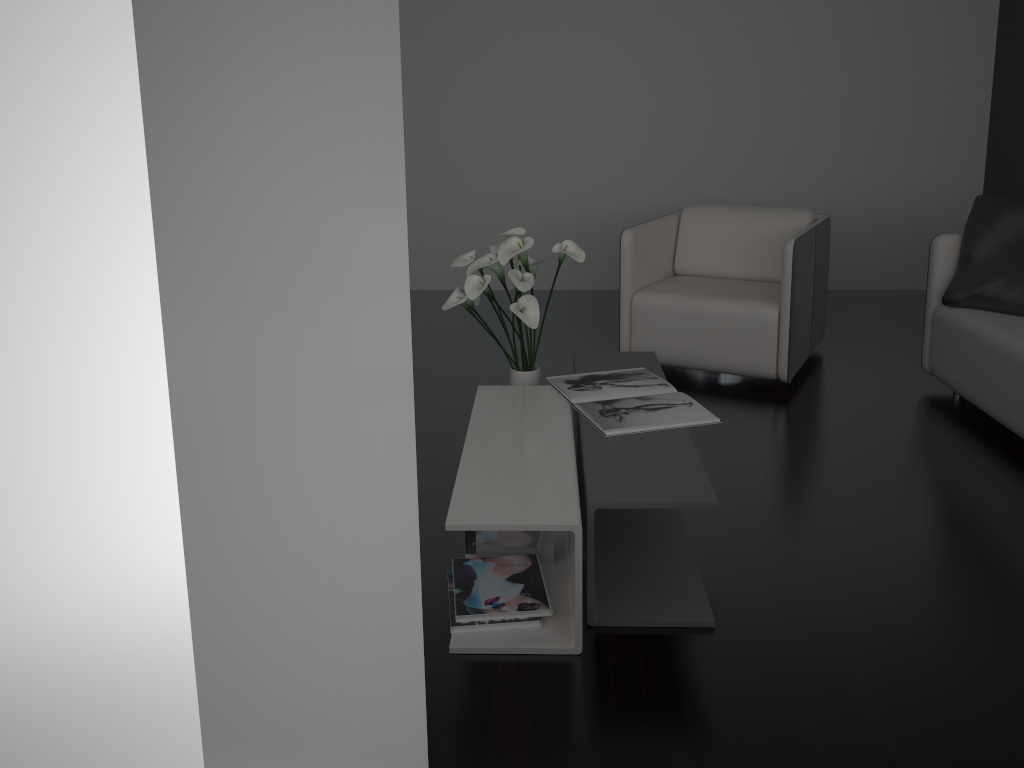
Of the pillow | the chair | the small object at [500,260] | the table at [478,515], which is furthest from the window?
the pillow

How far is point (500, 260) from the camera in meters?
2.7

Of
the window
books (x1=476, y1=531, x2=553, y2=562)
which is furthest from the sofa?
the window

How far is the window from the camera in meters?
0.1 m

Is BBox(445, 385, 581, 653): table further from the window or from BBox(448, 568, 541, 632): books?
the window

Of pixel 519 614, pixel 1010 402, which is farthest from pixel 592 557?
pixel 1010 402

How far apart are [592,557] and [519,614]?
0.2m

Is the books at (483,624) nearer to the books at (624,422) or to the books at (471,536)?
the books at (471,536)

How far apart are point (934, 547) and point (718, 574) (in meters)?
0.64

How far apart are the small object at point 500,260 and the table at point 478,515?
0.2 meters
